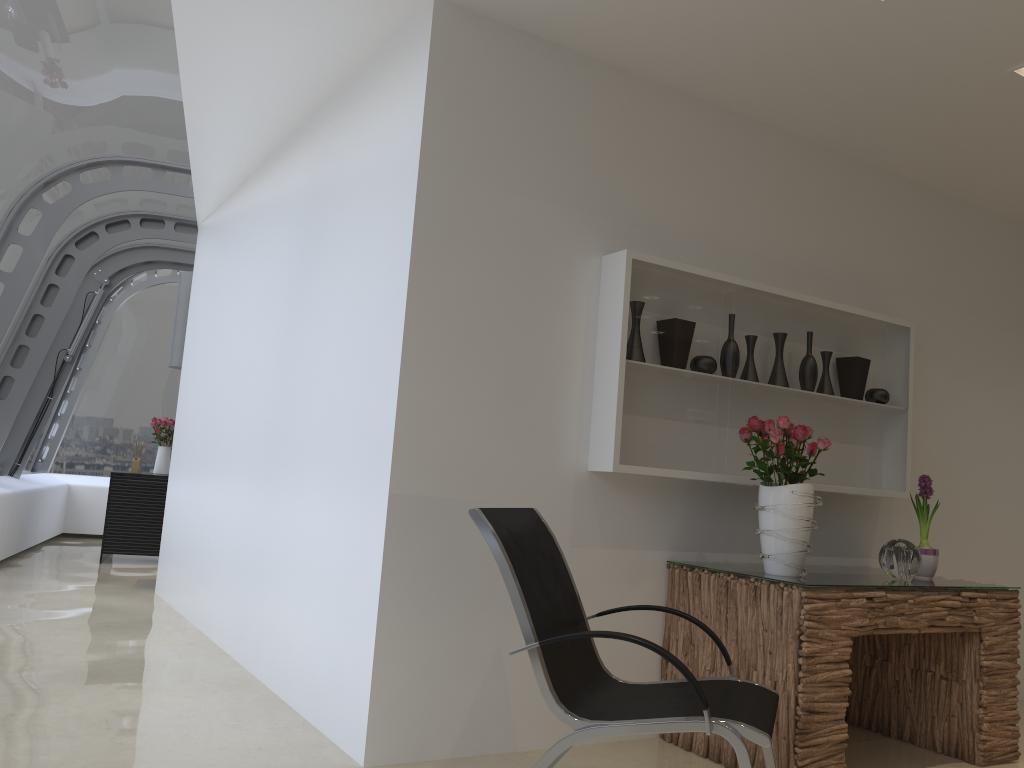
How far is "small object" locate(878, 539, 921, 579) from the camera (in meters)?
3.79

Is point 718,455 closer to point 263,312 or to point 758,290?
point 758,290

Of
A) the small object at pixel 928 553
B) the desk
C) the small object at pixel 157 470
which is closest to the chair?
the desk

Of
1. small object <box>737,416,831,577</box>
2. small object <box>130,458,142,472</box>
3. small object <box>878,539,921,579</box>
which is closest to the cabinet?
small object <box>130,458,142,472</box>

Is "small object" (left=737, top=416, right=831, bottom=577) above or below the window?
below

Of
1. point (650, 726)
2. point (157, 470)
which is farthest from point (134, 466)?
point (650, 726)

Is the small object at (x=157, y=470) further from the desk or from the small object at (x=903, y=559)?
the small object at (x=903, y=559)

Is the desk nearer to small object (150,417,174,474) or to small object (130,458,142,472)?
small object (130,458,142,472)

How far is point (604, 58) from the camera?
3.86m

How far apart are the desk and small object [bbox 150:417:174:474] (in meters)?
6.82
